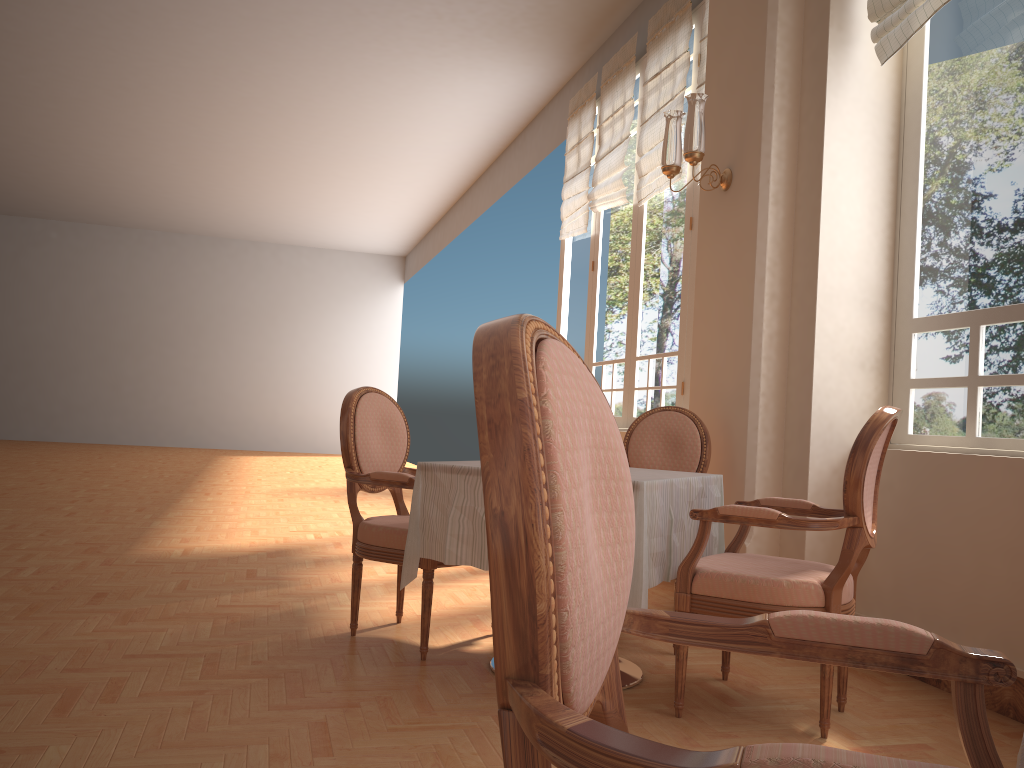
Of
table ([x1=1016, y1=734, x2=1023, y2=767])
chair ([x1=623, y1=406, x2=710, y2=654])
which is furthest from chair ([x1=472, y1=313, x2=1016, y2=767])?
chair ([x1=623, y1=406, x2=710, y2=654])

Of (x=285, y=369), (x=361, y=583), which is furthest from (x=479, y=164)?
(x=361, y=583)

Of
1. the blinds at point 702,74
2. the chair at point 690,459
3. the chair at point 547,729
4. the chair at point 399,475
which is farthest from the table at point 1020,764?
the blinds at point 702,74

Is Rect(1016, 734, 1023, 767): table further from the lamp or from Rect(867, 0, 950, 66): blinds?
the lamp

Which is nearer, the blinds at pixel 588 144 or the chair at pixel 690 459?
the chair at pixel 690 459

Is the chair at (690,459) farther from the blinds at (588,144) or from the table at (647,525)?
the blinds at (588,144)

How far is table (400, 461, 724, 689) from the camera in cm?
250

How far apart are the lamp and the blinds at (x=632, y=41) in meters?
2.3

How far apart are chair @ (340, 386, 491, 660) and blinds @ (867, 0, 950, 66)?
2.3m

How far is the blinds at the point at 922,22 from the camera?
3.2m
